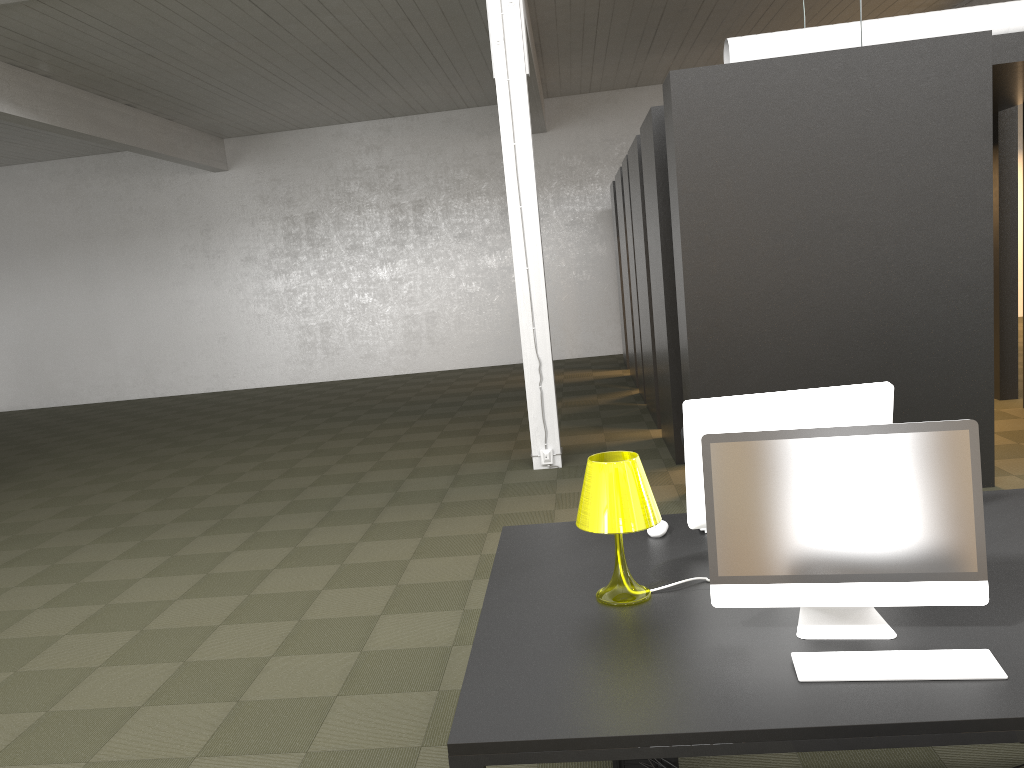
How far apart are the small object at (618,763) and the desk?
0.6 meters

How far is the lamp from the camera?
2.5 meters

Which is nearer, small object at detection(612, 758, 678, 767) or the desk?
the desk

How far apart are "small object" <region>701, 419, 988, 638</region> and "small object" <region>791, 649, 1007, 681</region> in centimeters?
13cm

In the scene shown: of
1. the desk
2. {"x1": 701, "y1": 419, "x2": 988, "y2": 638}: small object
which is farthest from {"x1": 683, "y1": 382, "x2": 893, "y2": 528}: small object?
{"x1": 701, "y1": 419, "x2": 988, "y2": 638}: small object

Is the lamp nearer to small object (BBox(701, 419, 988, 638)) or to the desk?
the desk

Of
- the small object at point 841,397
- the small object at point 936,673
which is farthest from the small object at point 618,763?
the small object at point 936,673

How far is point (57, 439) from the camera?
12.5m

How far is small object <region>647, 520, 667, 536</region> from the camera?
3.1 meters

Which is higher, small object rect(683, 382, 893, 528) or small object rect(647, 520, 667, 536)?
small object rect(683, 382, 893, 528)
